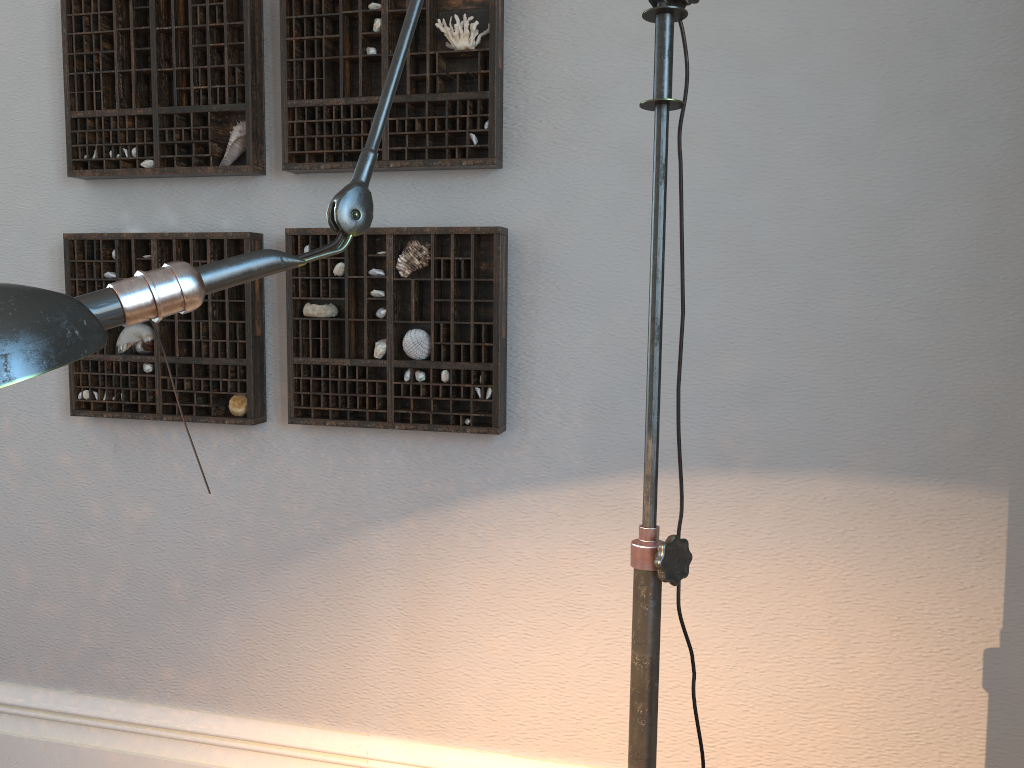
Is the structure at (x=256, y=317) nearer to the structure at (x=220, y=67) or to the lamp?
the structure at (x=220, y=67)

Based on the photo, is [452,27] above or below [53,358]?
above

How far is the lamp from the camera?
0.5m

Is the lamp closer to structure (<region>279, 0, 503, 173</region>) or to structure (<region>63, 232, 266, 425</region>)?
structure (<region>279, 0, 503, 173</region>)

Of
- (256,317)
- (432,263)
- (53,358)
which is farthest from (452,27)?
(53,358)

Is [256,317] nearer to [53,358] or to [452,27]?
[452,27]

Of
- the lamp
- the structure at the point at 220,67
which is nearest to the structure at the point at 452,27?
the structure at the point at 220,67

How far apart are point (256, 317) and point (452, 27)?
0.73m

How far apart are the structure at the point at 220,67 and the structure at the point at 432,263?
0.17m

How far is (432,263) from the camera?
1.8m
